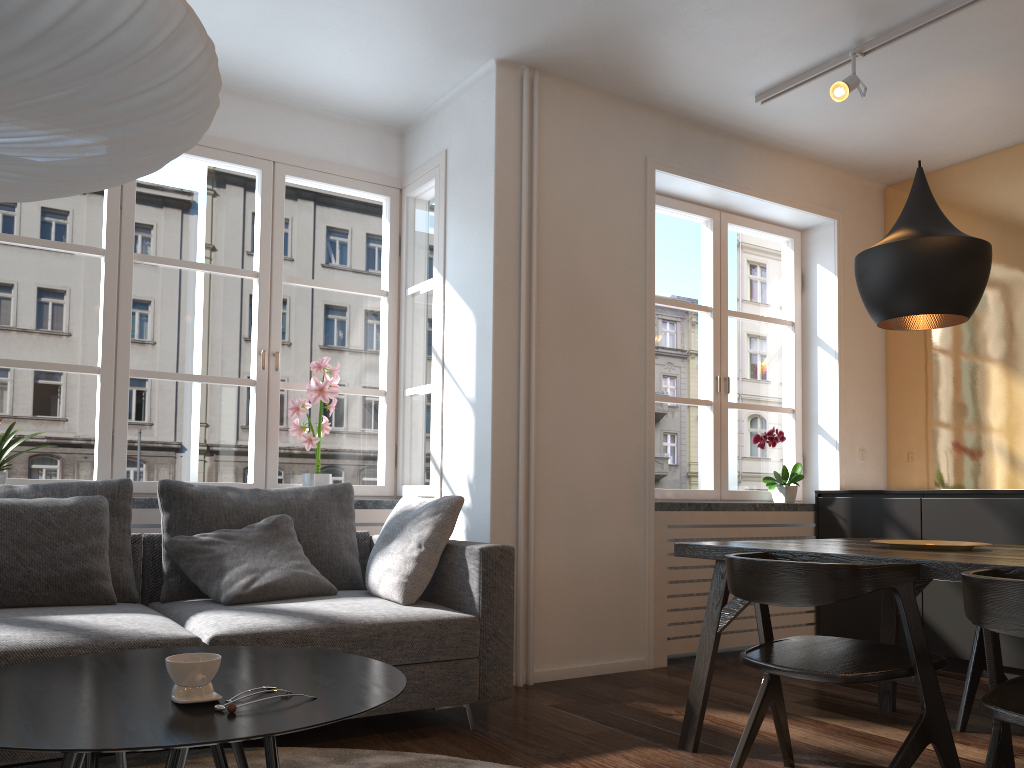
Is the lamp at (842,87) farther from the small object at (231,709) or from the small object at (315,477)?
the small object at (231,709)

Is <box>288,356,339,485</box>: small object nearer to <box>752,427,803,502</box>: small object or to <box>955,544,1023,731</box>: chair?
<box>752,427,803,502</box>: small object

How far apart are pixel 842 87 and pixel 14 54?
3.3m

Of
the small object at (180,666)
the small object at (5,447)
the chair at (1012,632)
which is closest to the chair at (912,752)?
the chair at (1012,632)

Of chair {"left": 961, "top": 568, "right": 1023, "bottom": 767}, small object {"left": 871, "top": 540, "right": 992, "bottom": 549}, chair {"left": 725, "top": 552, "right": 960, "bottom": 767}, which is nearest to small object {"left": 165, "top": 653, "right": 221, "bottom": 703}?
chair {"left": 725, "top": 552, "right": 960, "bottom": 767}

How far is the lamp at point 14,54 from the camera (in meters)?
1.37

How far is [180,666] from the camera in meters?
1.5

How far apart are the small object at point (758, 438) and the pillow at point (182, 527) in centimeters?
230cm

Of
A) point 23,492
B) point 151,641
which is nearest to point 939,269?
point 151,641

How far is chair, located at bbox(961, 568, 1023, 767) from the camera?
1.8m
